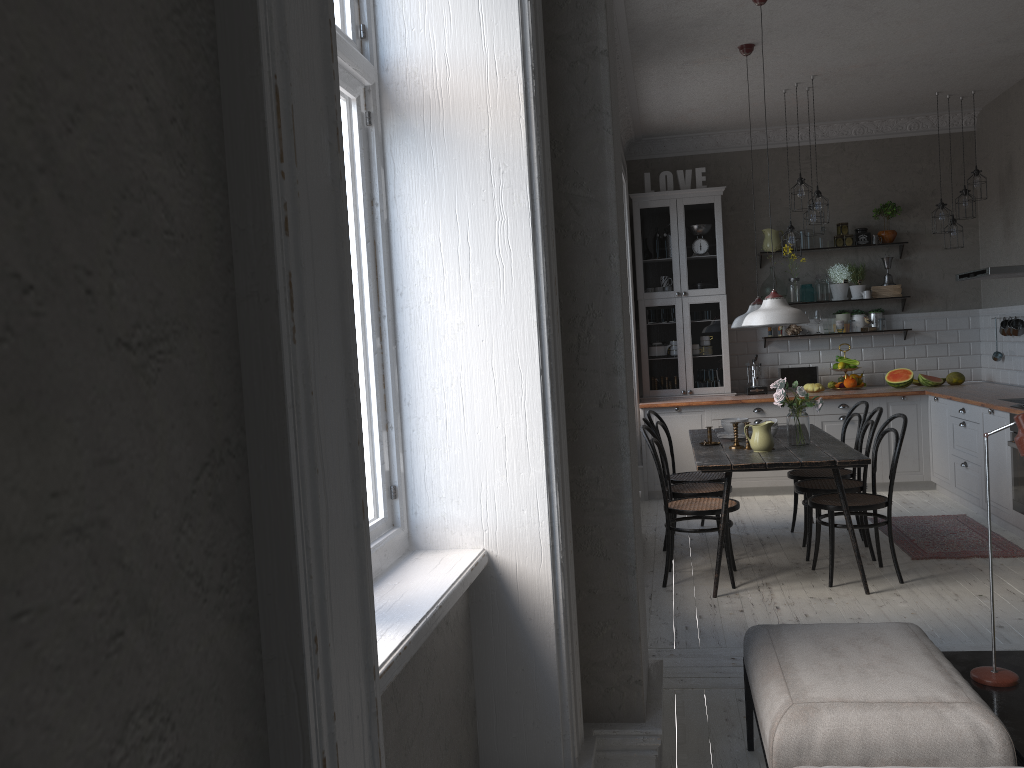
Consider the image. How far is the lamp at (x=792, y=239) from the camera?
6.9 meters

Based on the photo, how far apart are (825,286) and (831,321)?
0.32m

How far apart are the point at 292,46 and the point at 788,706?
2.06m

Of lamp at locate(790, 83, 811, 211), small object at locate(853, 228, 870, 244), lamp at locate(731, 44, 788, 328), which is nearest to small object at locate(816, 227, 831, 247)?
small object at locate(853, 228, 870, 244)

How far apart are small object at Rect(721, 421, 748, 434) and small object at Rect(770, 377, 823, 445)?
0.40m

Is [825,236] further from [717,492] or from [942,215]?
[717,492]

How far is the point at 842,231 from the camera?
8.00m

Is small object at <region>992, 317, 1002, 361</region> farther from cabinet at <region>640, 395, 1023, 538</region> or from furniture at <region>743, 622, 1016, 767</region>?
furniture at <region>743, 622, 1016, 767</region>

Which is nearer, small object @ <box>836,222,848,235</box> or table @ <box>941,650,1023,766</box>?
table @ <box>941,650,1023,766</box>

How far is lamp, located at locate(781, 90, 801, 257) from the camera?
6.88m
